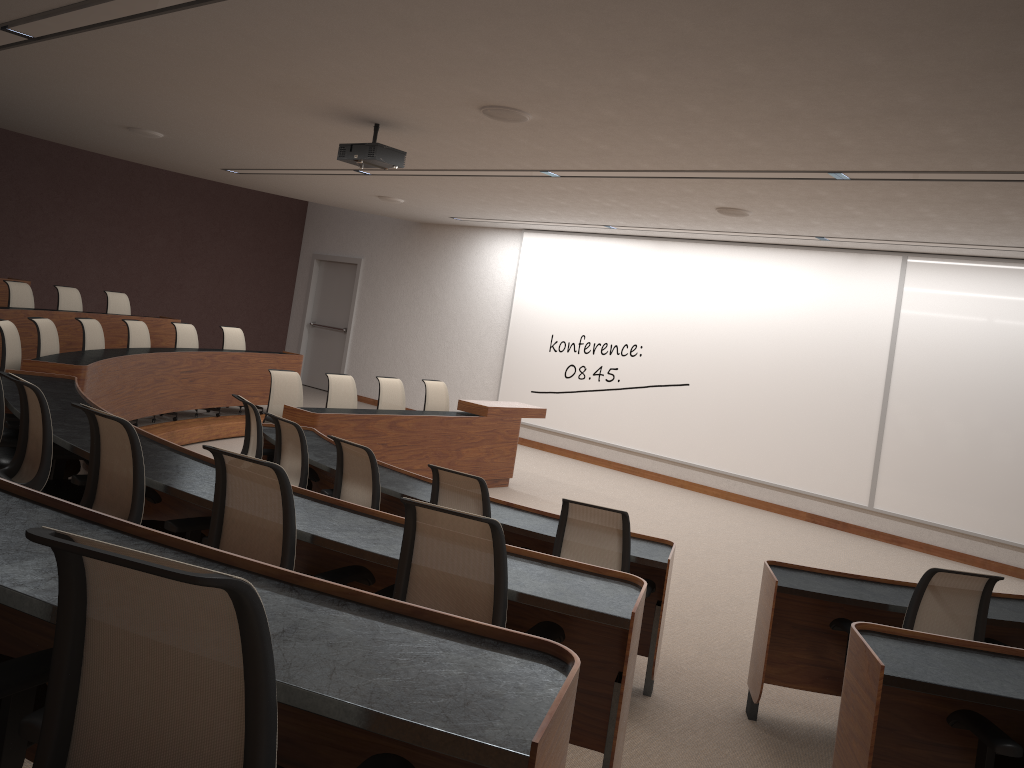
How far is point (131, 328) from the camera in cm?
880

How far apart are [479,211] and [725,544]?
5.5 meters

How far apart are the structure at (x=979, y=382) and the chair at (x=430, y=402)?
2.8m

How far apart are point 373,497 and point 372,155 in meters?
2.9

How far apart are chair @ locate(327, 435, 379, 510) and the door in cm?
1041

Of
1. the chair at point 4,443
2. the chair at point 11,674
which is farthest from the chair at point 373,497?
the chair at point 11,674

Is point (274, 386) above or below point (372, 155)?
below

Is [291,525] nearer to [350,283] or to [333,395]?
[333,395]

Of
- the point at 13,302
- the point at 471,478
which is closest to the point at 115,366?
the point at 13,302

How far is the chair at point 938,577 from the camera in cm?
391
